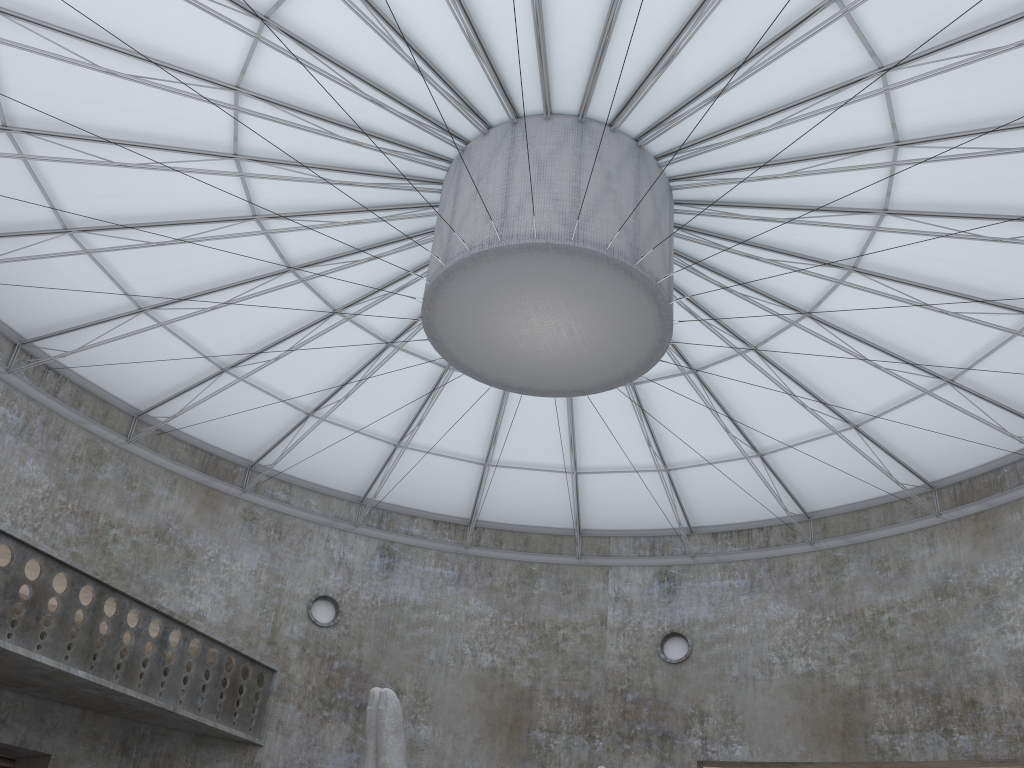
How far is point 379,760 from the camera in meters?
17.8 m

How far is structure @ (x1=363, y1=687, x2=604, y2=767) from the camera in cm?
1777

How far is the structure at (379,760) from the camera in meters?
17.8 m
